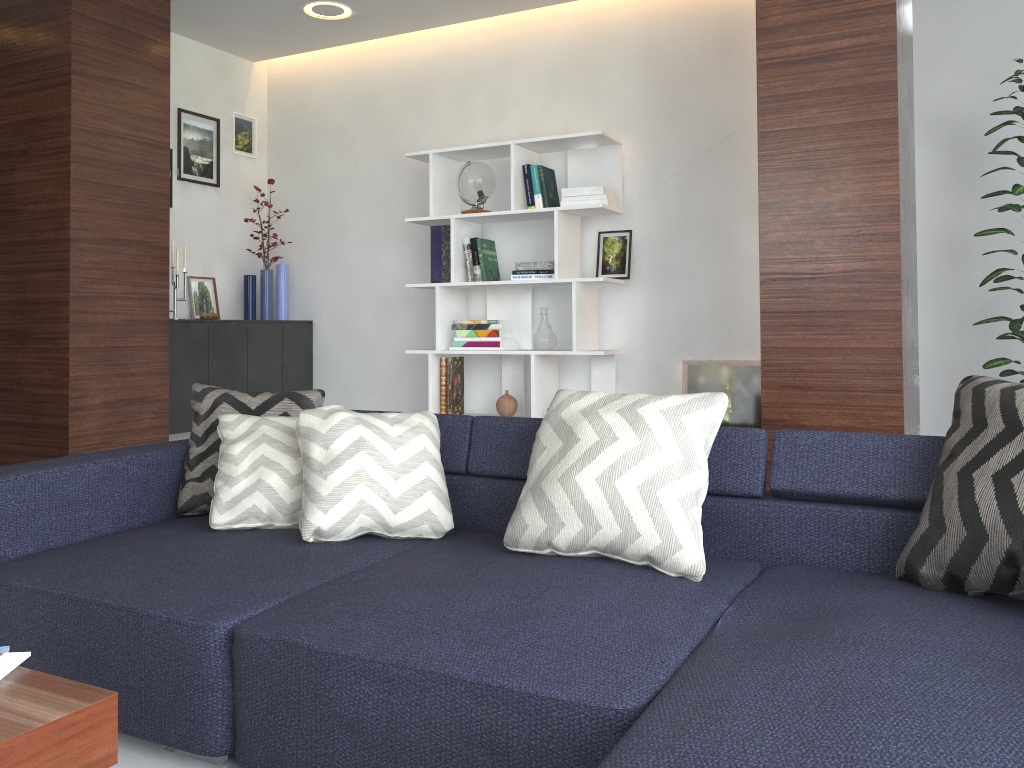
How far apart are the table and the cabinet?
3.3m

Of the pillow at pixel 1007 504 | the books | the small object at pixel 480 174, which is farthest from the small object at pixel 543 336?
the books

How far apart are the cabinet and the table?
3.3 meters

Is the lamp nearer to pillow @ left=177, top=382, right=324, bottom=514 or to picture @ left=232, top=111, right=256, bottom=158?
picture @ left=232, top=111, right=256, bottom=158

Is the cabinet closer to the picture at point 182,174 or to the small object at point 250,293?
the small object at point 250,293

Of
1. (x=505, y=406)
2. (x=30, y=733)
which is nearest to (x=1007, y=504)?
(x=30, y=733)

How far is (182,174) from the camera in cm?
499

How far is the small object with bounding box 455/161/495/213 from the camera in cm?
455

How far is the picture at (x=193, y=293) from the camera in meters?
5.1

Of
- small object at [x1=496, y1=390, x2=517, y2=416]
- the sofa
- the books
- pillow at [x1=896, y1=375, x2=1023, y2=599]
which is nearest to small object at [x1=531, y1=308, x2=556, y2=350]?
small object at [x1=496, y1=390, x2=517, y2=416]
